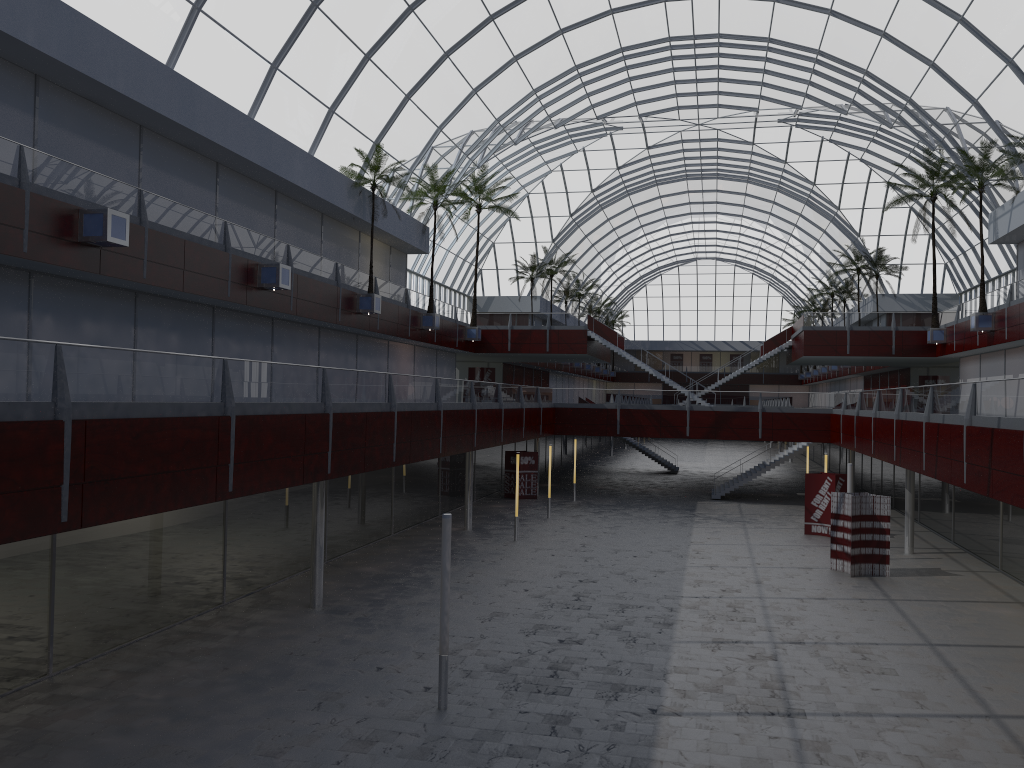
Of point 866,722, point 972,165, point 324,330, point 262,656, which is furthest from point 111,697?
point 972,165
